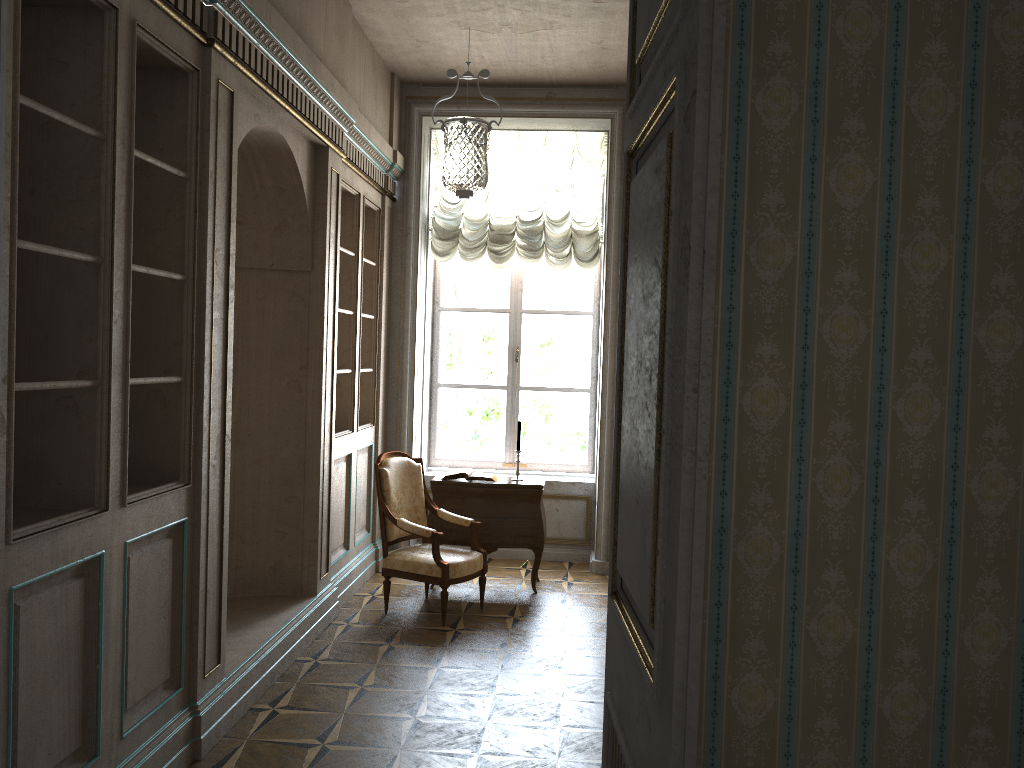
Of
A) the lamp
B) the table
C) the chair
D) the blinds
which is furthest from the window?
the chair

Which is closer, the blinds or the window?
the blinds

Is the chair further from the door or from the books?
the door

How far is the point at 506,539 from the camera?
6.2 meters

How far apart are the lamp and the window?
0.69m

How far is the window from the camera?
7.6 meters

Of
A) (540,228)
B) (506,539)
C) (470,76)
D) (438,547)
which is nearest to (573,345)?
(540,228)

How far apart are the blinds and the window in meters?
0.3 m

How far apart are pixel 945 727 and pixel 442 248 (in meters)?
5.89

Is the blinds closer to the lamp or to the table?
the lamp
